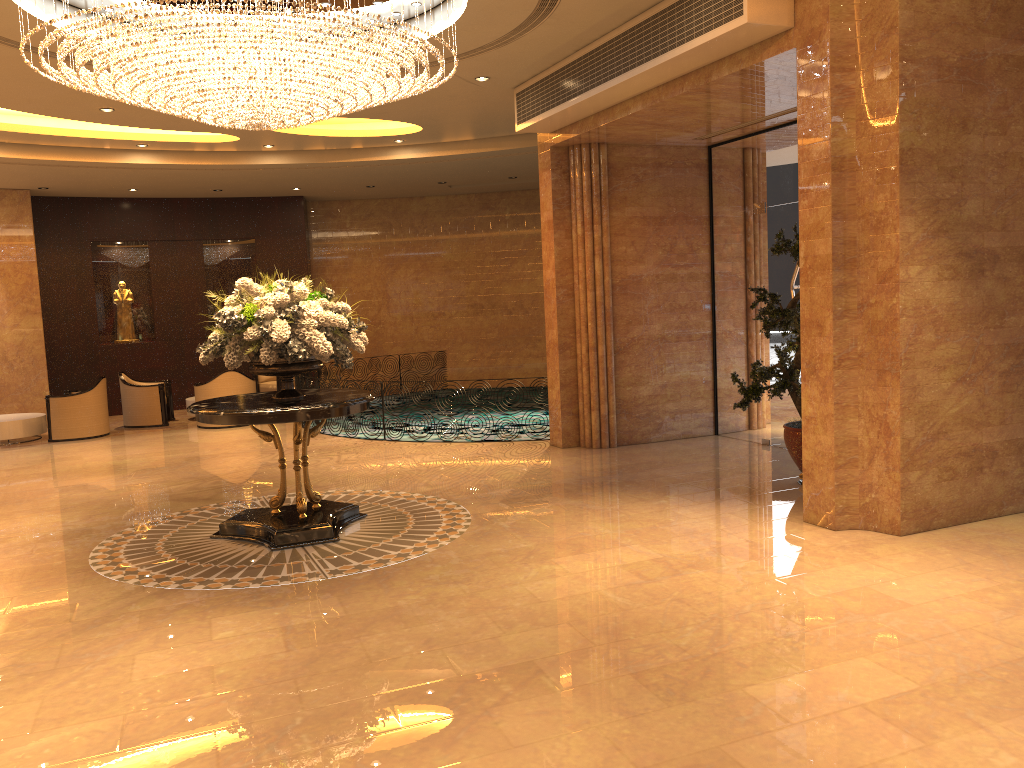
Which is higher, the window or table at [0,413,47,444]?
the window

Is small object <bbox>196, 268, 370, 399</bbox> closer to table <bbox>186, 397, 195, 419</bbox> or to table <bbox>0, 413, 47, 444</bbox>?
table <bbox>0, 413, 47, 444</bbox>

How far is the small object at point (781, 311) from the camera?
7.73m

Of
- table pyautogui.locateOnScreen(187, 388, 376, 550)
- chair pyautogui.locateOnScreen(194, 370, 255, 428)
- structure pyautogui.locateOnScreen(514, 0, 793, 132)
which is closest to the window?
structure pyautogui.locateOnScreen(514, 0, 793, 132)

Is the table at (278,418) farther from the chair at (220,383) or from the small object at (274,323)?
the chair at (220,383)

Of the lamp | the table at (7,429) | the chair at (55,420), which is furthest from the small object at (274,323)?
the table at (7,429)

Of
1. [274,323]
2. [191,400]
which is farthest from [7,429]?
[274,323]

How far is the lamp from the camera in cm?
605

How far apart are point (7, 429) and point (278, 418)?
8.7 meters

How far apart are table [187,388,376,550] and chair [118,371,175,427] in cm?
774
